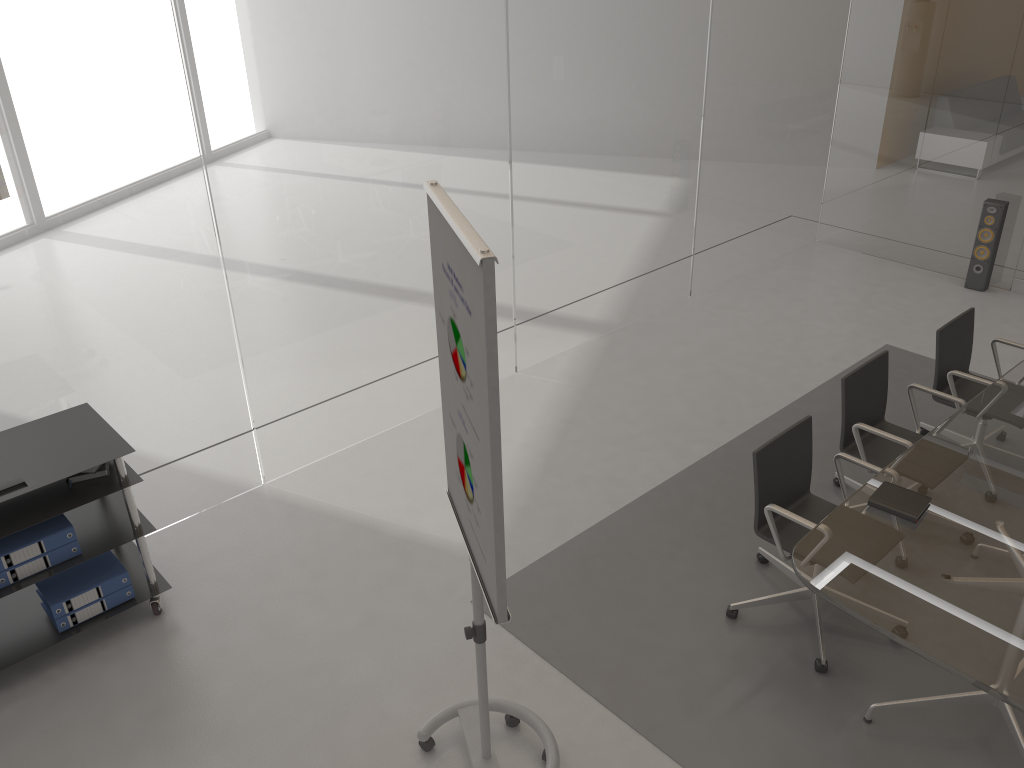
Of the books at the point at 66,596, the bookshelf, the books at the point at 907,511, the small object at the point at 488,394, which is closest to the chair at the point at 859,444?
the books at the point at 907,511

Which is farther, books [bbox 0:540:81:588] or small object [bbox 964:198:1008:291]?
small object [bbox 964:198:1008:291]

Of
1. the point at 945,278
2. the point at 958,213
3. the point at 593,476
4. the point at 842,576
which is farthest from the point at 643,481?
the point at 958,213

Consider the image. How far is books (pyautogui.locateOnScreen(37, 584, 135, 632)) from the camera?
3.7 meters

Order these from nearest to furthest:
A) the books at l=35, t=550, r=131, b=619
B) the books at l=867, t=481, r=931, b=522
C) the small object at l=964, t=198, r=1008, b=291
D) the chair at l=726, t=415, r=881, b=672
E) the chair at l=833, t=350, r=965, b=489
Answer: the books at l=867, t=481, r=931, b=522, the chair at l=726, t=415, r=881, b=672, the books at l=35, t=550, r=131, b=619, the chair at l=833, t=350, r=965, b=489, the small object at l=964, t=198, r=1008, b=291

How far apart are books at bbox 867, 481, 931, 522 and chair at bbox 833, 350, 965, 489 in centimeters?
55cm

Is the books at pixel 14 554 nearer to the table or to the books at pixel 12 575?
the books at pixel 12 575

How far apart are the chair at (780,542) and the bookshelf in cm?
249

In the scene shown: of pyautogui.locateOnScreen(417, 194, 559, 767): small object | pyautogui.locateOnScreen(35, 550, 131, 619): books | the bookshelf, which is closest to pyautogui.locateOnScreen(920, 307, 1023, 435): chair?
pyautogui.locateOnScreen(417, 194, 559, 767): small object

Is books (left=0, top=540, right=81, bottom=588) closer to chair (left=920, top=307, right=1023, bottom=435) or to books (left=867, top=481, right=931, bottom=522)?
books (left=867, top=481, right=931, bottom=522)
